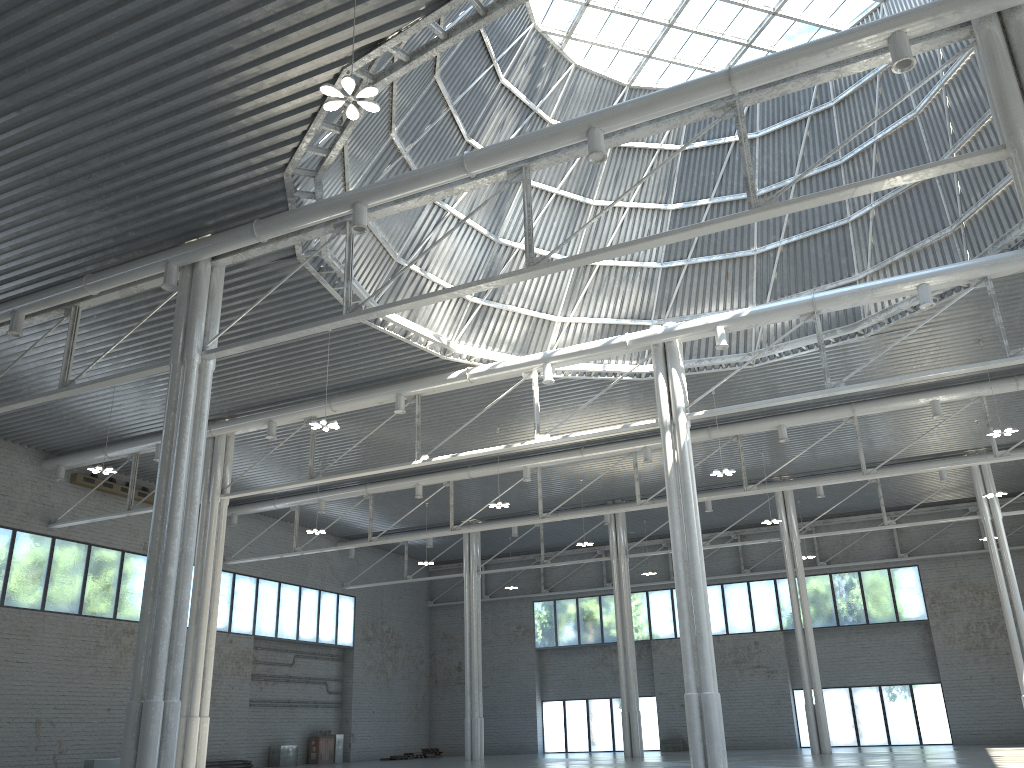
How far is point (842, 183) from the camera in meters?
35.5 m
